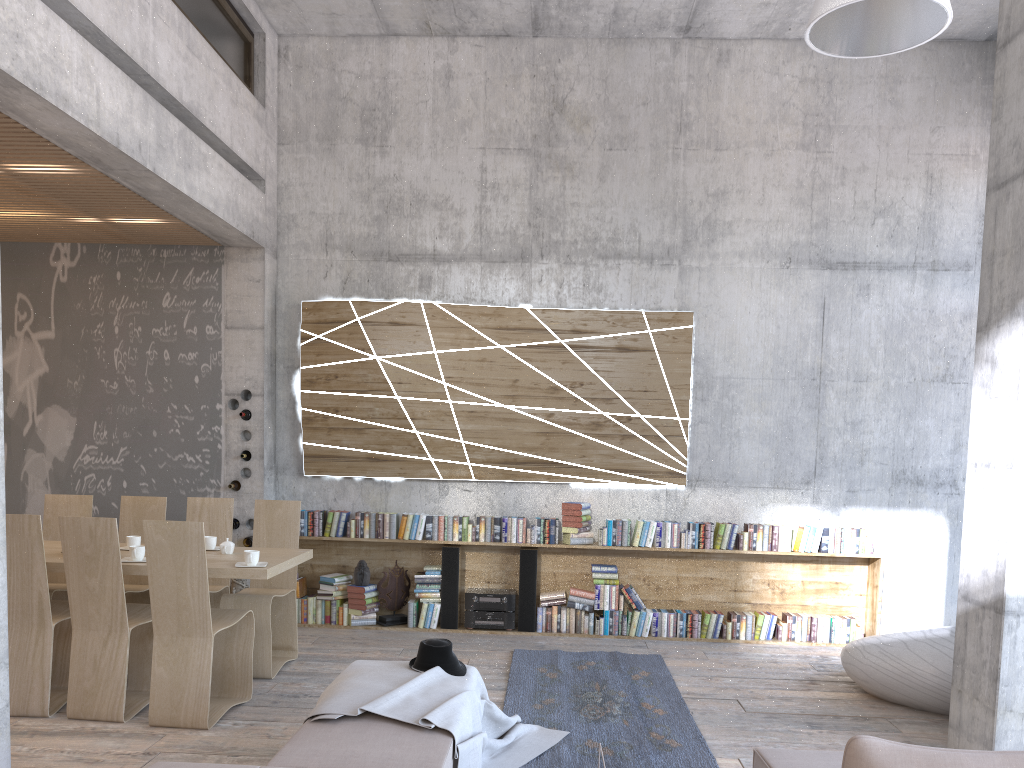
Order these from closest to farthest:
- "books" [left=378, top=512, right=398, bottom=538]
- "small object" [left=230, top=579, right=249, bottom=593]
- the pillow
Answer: the pillow → "small object" [left=230, top=579, right=249, bottom=593] → "books" [left=378, top=512, right=398, bottom=538]

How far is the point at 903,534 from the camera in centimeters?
762cm

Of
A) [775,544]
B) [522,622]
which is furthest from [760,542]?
[522,622]

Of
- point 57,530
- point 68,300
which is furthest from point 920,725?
point 68,300

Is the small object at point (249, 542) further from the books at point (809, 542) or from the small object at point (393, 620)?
the books at point (809, 542)

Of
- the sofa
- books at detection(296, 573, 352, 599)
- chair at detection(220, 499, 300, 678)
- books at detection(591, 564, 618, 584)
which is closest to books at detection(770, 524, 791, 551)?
→ books at detection(591, 564, 618, 584)

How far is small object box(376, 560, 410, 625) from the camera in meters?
7.5 m

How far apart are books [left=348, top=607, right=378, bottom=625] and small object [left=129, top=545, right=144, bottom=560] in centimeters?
251cm

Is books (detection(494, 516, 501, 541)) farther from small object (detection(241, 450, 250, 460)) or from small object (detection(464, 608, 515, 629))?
small object (detection(241, 450, 250, 460))

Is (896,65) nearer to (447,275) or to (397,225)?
(447,275)
